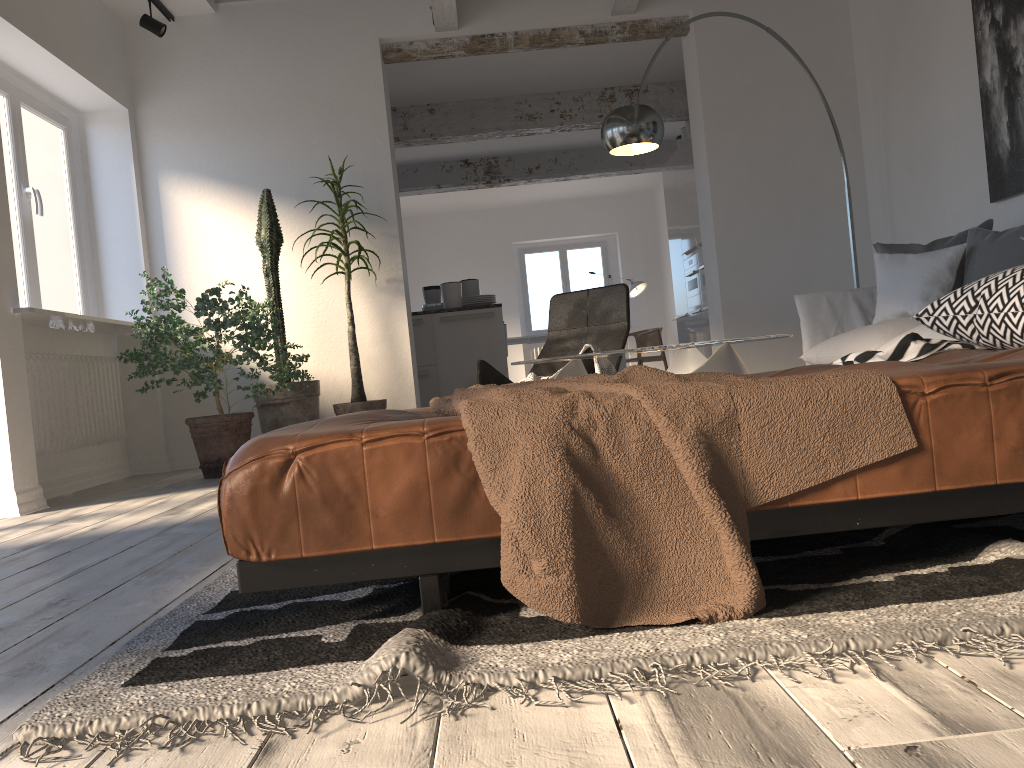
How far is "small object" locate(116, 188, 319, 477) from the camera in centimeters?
477cm

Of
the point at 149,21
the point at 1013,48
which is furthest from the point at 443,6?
the point at 1013,48

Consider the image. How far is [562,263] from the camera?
13.7 meters

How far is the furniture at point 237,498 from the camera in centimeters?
137cm

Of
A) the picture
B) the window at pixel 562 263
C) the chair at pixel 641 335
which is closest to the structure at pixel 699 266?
the chair at pixel 641 335

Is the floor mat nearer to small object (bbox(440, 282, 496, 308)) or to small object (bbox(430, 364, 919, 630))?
small object (bbox(430, 364, 919, 630))

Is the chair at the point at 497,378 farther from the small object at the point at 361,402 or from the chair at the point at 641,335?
the chair at the point at 641,335

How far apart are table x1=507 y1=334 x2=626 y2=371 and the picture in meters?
6.8 m

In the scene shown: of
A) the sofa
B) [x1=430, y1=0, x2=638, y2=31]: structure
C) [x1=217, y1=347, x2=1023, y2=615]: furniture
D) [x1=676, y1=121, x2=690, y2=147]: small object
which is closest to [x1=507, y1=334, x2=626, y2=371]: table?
[x1=676, y1=121, x2=690, y2=147]: small object

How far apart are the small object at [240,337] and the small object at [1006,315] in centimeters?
147cm
